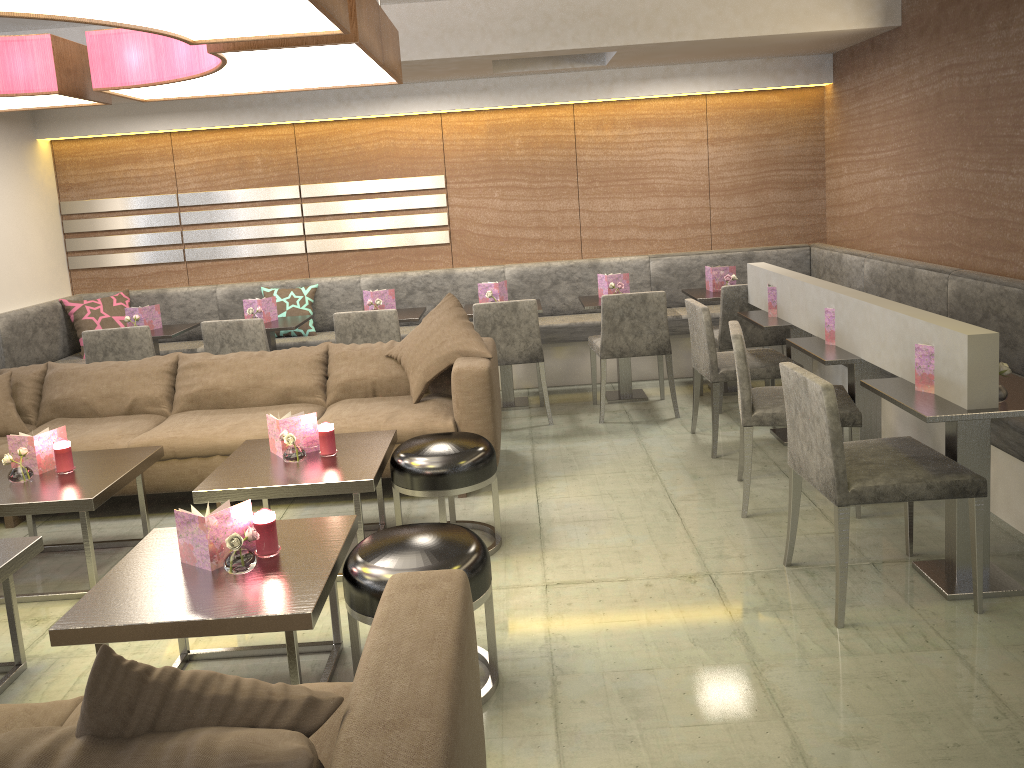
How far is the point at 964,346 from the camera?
2.7 meters

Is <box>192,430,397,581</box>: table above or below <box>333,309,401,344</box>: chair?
below

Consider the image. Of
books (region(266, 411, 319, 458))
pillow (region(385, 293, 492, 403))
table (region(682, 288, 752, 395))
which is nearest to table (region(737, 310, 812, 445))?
table (region(682, 288, 752, 395))

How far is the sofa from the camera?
1.3m

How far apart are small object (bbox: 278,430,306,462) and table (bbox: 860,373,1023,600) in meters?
2.1

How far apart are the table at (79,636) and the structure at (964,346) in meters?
1.9 m

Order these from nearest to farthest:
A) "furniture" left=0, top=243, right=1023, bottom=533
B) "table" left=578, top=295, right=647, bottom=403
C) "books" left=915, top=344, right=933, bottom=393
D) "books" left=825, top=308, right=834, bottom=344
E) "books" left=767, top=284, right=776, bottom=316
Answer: "books" left=915, top=344, right=933, bottom=393 → "books" left=825, top=308, right=834, bottom=344 → "furniture" left=0, top=243, right=1023, bottom=533 → "books" left=767, top=284, right=776, bottom=316 → "table" left=578, top=295, right=647, bottom=403

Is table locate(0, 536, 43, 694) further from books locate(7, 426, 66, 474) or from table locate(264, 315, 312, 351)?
table locate(264, 315, 312, 351)

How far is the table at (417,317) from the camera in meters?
5.5 m

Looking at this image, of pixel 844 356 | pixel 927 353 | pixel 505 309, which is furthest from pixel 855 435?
pixel 505 309
